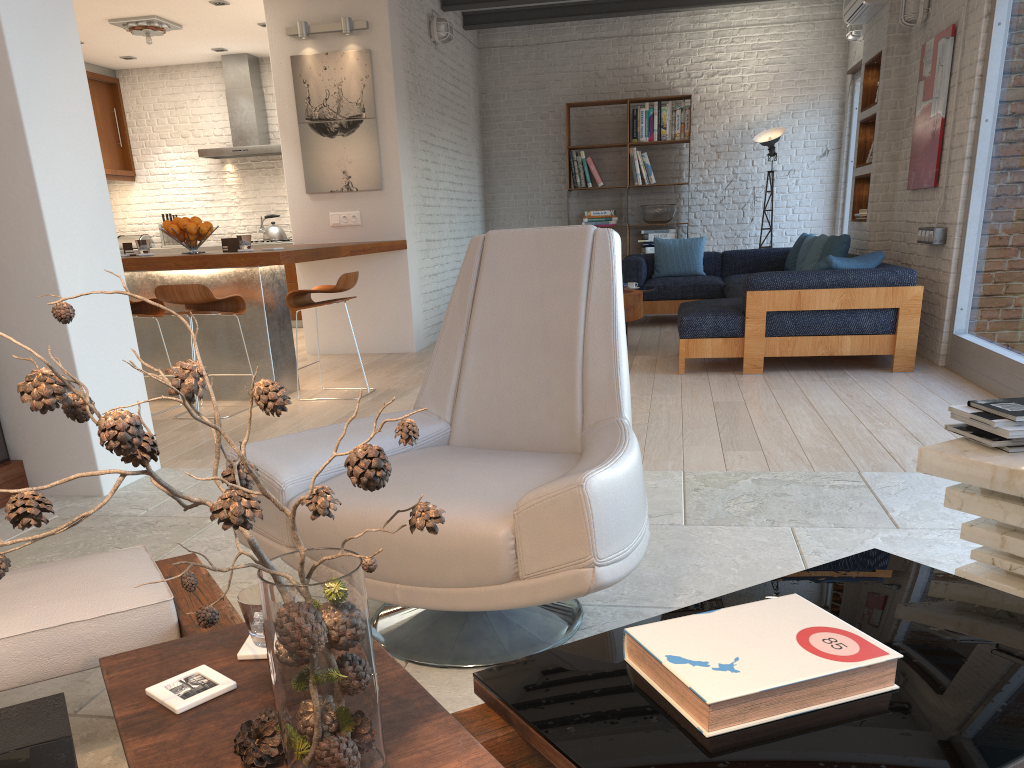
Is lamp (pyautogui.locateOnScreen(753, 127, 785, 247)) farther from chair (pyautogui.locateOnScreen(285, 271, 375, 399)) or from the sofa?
chair (pyautogui.locateOnScreen(285, 271, 375, 399))

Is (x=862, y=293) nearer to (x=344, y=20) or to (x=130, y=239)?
(x=344, y=20)

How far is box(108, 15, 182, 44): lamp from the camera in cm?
805

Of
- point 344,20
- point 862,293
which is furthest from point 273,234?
point 862,293

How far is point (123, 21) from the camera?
8.1m

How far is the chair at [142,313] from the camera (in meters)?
5.54

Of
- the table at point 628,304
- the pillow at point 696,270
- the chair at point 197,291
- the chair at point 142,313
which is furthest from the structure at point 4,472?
the pillow at point 696,270

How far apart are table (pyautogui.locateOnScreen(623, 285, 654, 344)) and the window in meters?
2.3

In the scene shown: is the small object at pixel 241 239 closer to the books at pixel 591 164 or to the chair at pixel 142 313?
the chair at pixel 142 313

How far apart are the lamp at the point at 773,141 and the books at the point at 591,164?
1.8 meters
